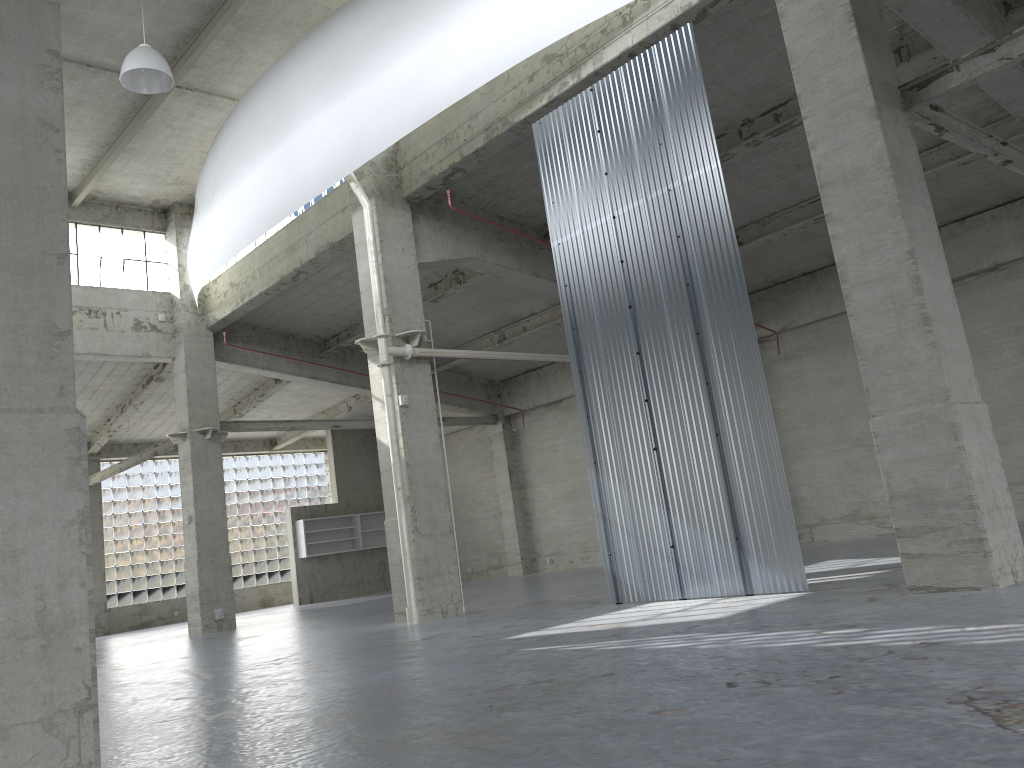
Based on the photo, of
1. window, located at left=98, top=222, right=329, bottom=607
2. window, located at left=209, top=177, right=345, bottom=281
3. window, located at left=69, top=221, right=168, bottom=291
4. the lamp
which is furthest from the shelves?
the lamp

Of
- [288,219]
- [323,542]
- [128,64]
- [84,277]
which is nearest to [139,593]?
[323,542]

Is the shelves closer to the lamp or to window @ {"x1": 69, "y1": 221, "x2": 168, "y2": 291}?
window @ {"x1": 69, "y1": 221, "x2": 168, "y2": 291}

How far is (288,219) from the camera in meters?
28.2

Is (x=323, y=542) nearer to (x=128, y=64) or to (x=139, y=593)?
(x=139, y=593)

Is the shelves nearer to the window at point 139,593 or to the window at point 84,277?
the window at point 139,593

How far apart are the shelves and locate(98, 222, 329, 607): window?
5.23m

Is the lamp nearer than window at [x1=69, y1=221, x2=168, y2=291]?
Yes

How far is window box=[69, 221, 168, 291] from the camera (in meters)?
30.89

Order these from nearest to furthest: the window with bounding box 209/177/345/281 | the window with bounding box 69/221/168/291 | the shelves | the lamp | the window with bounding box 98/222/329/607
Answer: the lamp
the window with bounding box 209/177/345/281
the window with bounding box 69/221/168/291
the window with bounding box 98/222/329/607
the shelves
